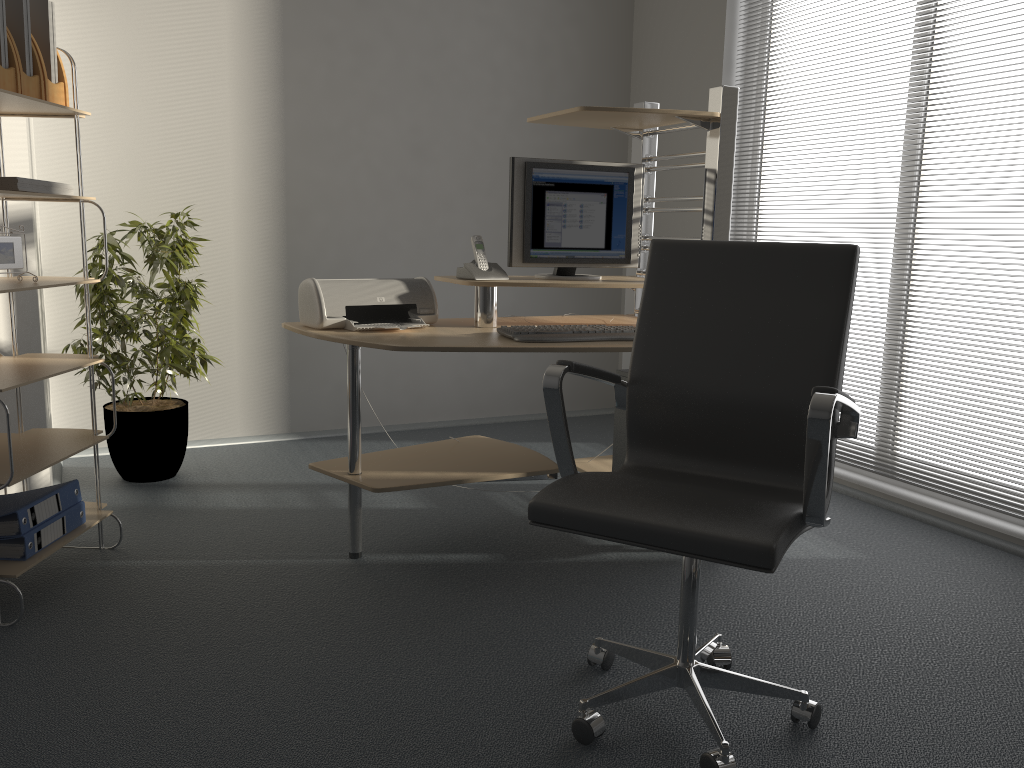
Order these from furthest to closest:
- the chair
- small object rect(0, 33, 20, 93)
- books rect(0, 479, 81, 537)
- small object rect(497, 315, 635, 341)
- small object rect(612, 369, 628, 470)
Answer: small object rect(612, 369, 628, 470), small object rect(497, 315, 635, 341), books rect(0, 479, 81, 537), small object rect(0, 33, 20, 93), the chair

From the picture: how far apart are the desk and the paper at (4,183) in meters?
0.8

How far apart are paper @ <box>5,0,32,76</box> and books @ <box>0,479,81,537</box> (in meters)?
1.18

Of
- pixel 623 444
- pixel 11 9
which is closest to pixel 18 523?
pixel 11 9

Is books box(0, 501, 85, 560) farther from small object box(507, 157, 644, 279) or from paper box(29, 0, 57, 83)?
small object box(507, 157, 644, 279)

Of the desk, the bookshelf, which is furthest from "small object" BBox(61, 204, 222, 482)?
the desk

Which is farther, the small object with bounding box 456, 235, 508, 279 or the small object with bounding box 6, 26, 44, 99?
the small object with bounding box 456, 235, 508, 279

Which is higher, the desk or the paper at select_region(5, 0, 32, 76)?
the paper at select_region(5, 0, 32, 76)

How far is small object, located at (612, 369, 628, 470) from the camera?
3.27m

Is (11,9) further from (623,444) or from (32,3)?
(623,444)
